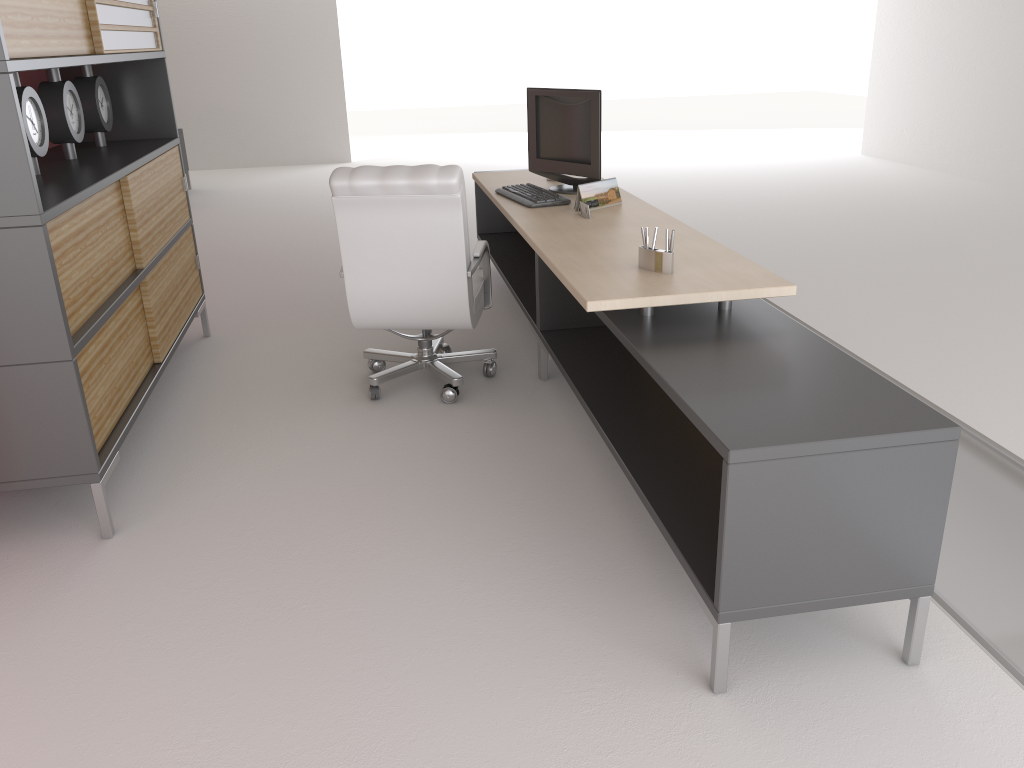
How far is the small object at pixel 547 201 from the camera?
6.4m

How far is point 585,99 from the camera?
6.61m

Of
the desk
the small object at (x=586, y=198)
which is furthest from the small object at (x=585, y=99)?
the small object at (x=586, y=198)

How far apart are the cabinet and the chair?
1.26m

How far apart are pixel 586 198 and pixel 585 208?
0.21m

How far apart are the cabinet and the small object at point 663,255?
2.9m

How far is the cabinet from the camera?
4.1 meters

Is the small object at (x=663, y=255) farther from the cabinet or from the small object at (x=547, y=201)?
the cabinet

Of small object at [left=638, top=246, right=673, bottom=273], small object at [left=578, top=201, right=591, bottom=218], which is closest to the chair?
small object at [left=578, top=201, right=591, bottom=218]

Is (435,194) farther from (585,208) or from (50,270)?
(50,270)
